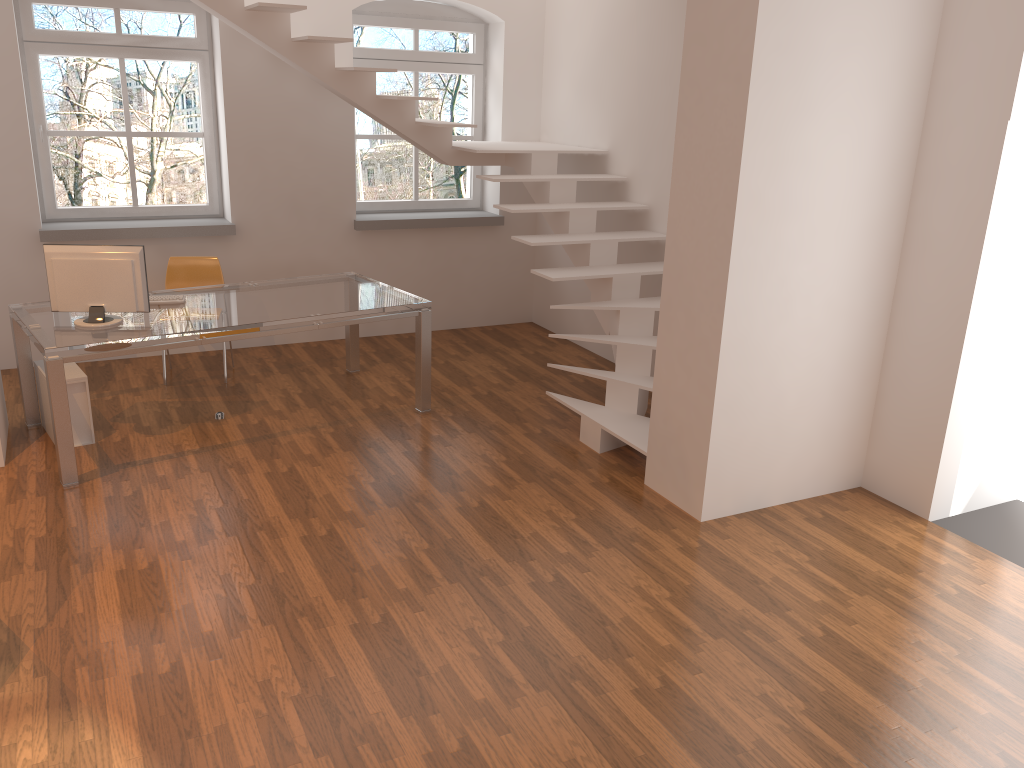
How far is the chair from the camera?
6.3 meters

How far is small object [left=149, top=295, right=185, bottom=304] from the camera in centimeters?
532cm

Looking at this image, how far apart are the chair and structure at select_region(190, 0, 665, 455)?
1.5m

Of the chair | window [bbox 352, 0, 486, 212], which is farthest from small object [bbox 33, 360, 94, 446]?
window [bbox 352, 0, 486, 212]

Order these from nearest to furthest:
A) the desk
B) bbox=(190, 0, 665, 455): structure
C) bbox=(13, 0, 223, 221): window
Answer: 1. the desk
2. bbox=(190, 0, 665, 455): structure
3. bbox=(13, 0, 223, 221): window

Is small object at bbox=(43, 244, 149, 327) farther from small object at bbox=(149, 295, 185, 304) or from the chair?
the chair

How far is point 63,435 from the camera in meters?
4.5

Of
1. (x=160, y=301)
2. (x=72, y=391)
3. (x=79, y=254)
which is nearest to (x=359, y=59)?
(x=160, y=301)

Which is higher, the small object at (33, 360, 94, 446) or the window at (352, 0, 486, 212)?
the window at (352, 0, 486, 212)

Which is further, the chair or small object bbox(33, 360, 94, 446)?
the chair
